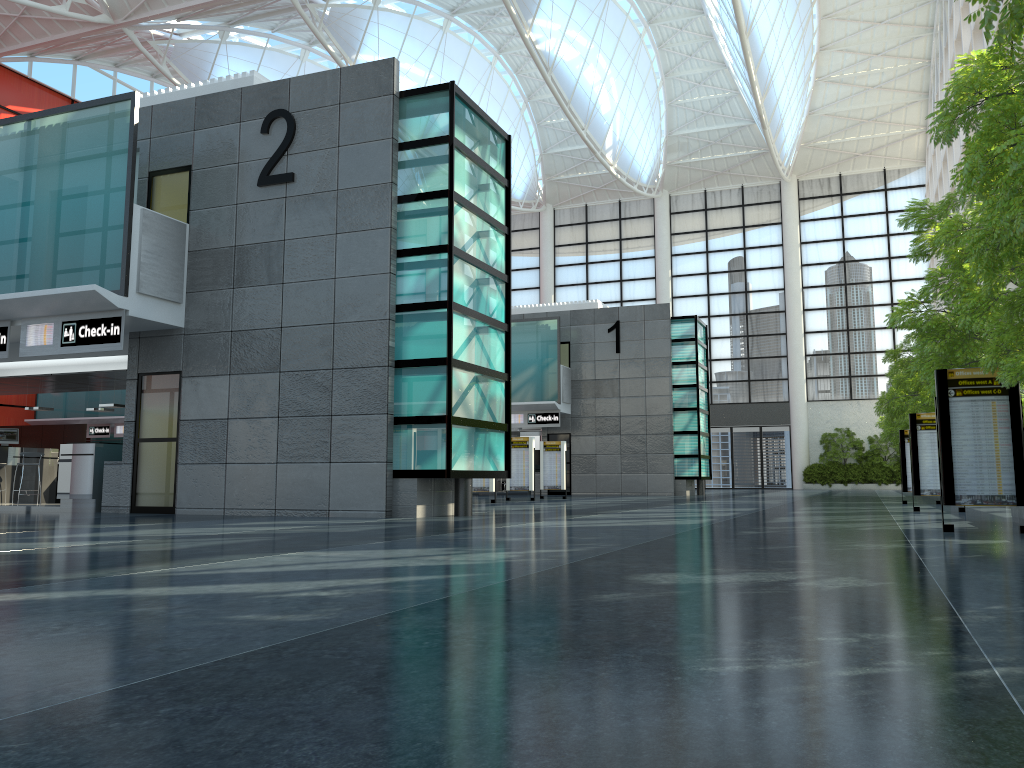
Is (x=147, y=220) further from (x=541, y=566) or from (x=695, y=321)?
(x=695, y=321)
